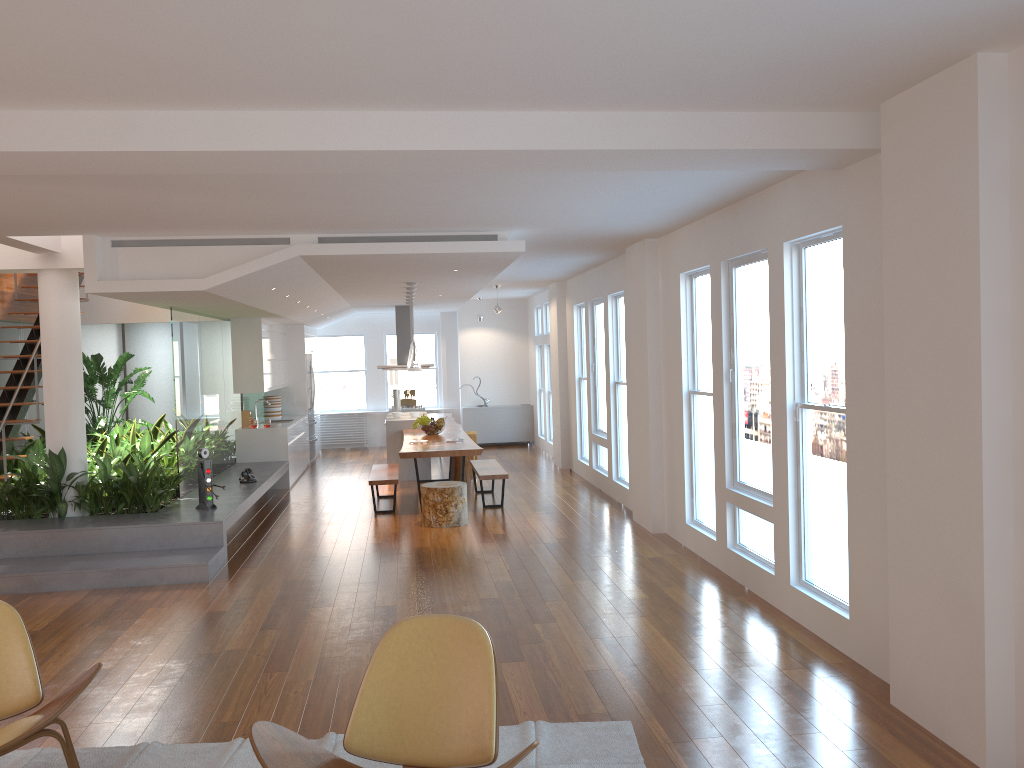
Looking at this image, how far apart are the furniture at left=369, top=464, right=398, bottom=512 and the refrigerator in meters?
4.2 m

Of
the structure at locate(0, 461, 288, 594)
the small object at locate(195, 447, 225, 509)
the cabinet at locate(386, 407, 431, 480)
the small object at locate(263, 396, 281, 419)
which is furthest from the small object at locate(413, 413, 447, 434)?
the small object at locate(195, 447, 225, 509)

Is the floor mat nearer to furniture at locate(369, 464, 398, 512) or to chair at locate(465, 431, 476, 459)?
furniture at locate(369, 464, 398, 512)

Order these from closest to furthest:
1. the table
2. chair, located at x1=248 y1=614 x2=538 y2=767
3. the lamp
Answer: chair, located at x1=248 y1=614 x2=538 y2=767
the table
the lamp

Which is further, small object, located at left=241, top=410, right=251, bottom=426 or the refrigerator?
the refrigerator

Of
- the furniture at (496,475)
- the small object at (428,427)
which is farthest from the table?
the furniture at (496,475)

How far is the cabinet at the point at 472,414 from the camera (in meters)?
16.19

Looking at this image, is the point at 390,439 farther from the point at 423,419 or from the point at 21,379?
the point at 21,379

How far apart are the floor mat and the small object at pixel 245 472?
5.9 meters

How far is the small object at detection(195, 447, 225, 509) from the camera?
8.0 meters
